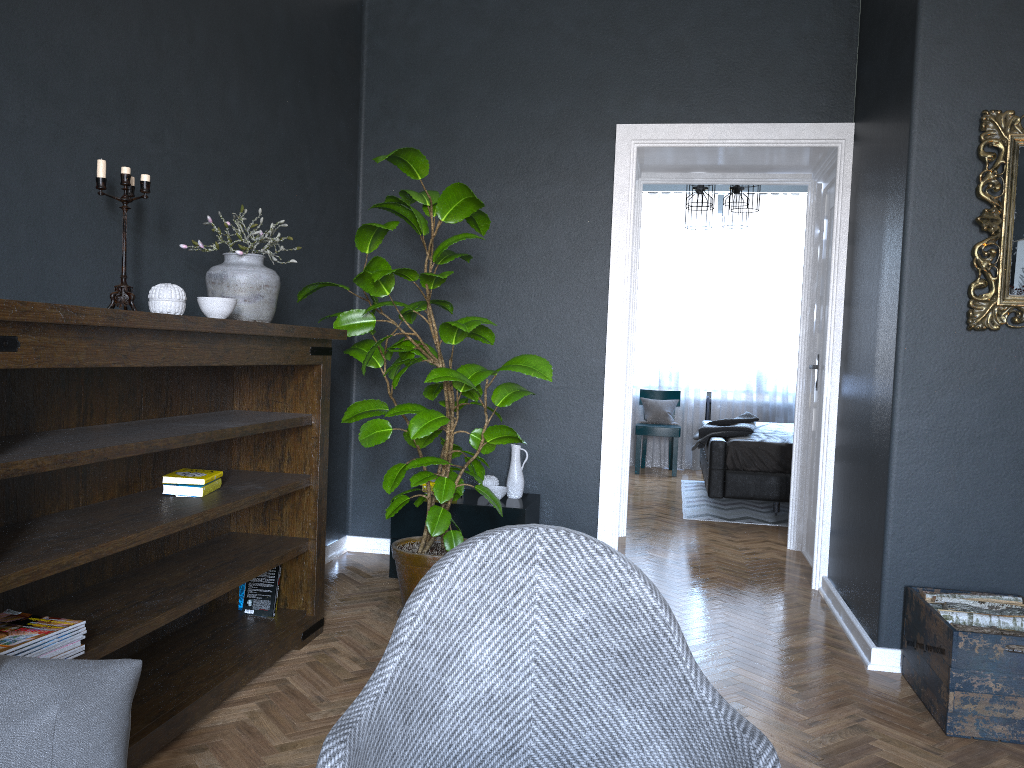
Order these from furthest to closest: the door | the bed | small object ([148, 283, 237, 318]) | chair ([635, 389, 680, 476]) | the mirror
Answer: chair ([635, 389, 680, 476]), the bed, the door, the mirror, small object ([148, 283, 237, 318])

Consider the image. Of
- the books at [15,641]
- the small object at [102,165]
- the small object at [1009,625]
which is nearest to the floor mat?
the small object at [1009,625]

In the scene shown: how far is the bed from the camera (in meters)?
6.10

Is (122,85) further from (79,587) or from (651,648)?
(651,648)

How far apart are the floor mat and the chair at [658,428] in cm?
45

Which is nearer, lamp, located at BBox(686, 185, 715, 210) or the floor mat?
the floor mat

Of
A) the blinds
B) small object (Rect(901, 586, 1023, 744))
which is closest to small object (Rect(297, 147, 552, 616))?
small object (Rect(901, 586, 1023, 744))

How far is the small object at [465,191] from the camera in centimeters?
340cm

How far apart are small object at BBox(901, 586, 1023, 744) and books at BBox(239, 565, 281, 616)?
2.3m

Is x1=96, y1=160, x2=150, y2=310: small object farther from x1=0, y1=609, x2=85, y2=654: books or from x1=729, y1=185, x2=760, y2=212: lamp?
x1=729, y1=185, x2=760, y2=212: lamp
